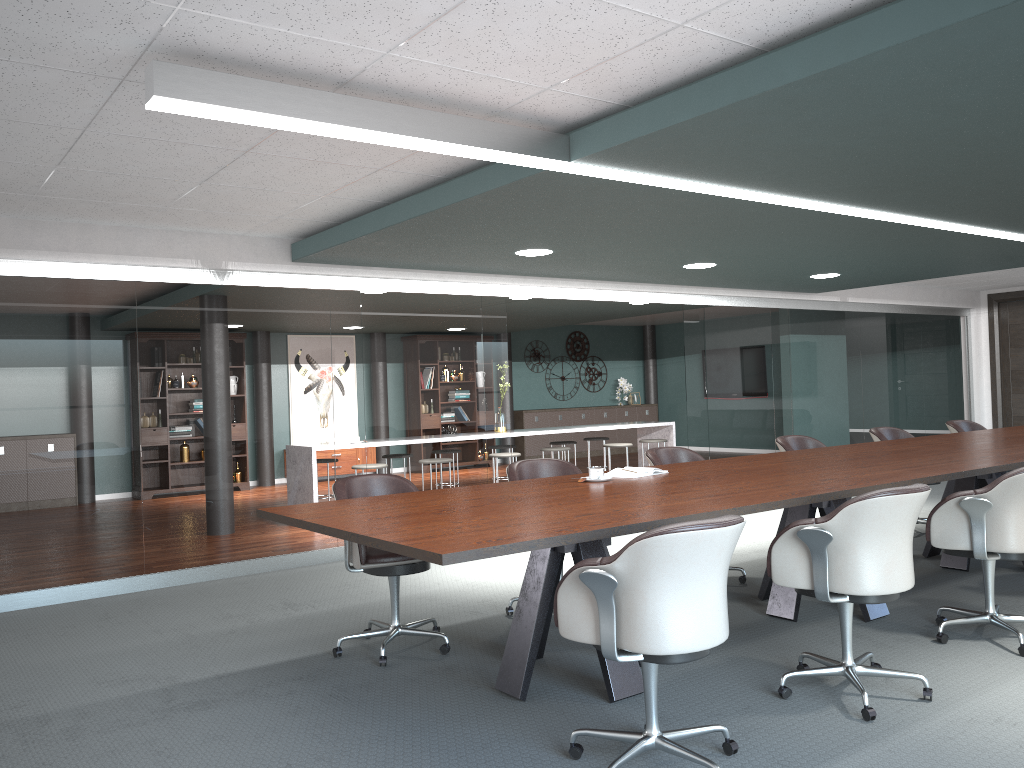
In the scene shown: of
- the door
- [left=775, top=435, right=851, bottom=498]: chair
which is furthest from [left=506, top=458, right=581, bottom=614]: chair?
the door

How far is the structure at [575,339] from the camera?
15.05m

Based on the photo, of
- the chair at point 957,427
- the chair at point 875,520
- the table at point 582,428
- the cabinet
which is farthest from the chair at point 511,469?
the cabinet

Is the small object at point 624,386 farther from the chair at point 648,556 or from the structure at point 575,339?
the chair at point 648,556

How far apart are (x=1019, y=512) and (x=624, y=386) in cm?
1171

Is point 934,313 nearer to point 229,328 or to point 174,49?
point 229,328

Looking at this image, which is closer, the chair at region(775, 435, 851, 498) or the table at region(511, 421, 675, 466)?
the chair at region(775, 435, 851, 498)

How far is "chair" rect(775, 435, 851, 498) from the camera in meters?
5.8 m

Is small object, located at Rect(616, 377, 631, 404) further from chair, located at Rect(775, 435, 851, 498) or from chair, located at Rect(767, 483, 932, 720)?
chair, located at Rect(767, 483, 932, 720)

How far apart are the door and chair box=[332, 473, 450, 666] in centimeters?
958cm
